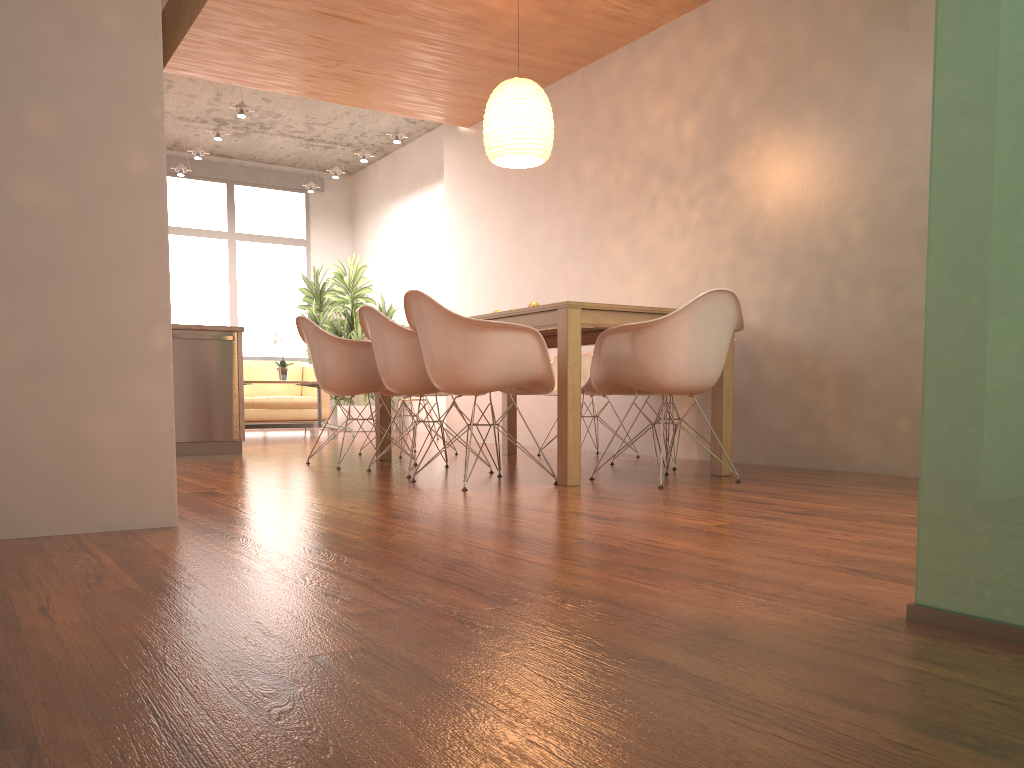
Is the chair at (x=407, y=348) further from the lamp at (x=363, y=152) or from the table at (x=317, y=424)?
the lamp at (x=363, y=152)

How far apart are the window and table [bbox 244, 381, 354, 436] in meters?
2.8 m

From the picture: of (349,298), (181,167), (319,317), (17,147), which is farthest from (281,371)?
(17,147)

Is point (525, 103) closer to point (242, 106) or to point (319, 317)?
point (242, 106)

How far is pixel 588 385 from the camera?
5.71m

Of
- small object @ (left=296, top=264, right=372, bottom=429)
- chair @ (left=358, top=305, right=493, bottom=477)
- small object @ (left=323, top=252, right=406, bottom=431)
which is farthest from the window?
chair @ (left=358, top=305, right=493, bottom=477)

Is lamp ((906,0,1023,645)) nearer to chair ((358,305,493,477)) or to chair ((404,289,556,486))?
chair ((404,289,556,486))

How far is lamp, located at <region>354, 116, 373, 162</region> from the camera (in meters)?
9.62

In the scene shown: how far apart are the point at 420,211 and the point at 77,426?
8.24m

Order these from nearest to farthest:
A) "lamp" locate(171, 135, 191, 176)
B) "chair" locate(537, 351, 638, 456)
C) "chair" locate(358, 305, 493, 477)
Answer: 1. "chair" locate(358, 305, 493, 477)
2. "chair" locate(537, 351, 638, 456)
3. "lamp" locate(171, 135, 191, 176)
